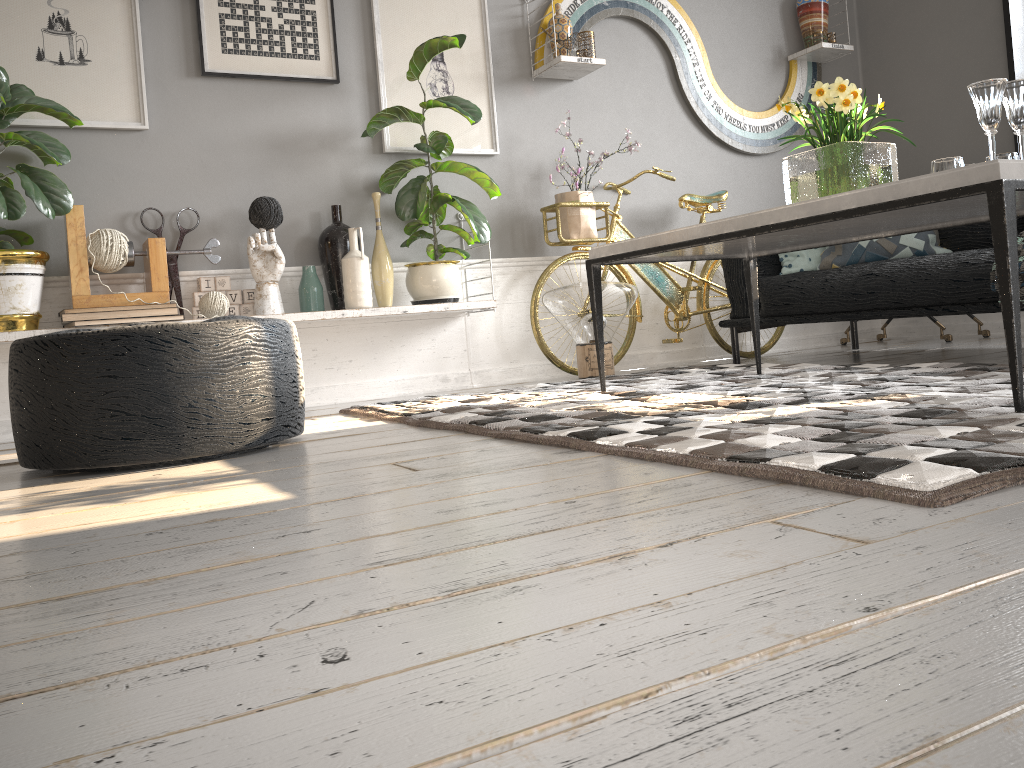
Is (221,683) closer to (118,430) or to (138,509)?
(138,509)

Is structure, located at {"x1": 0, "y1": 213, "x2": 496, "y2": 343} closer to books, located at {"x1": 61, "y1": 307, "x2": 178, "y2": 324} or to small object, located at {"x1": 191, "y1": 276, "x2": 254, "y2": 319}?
books, located at {"x1": 61, "y1": 307, "x2": 178, "y2": 324}

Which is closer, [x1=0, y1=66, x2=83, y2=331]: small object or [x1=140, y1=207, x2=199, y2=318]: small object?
[x1=0, y1=66, x2=83, y2=331]: small object

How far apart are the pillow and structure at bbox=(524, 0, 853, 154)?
1.0m

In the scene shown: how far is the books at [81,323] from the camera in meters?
3.1 m

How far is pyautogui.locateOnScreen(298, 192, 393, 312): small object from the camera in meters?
3.6 m

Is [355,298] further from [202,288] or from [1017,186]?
[1017,186]

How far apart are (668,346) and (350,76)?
2.1 meters

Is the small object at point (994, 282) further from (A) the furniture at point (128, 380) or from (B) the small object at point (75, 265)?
(B) the small object at point (75, 265)

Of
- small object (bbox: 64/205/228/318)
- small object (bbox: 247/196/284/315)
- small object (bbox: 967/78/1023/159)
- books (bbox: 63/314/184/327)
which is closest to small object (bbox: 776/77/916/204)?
small object (bbox: 967/78/1023/159)
